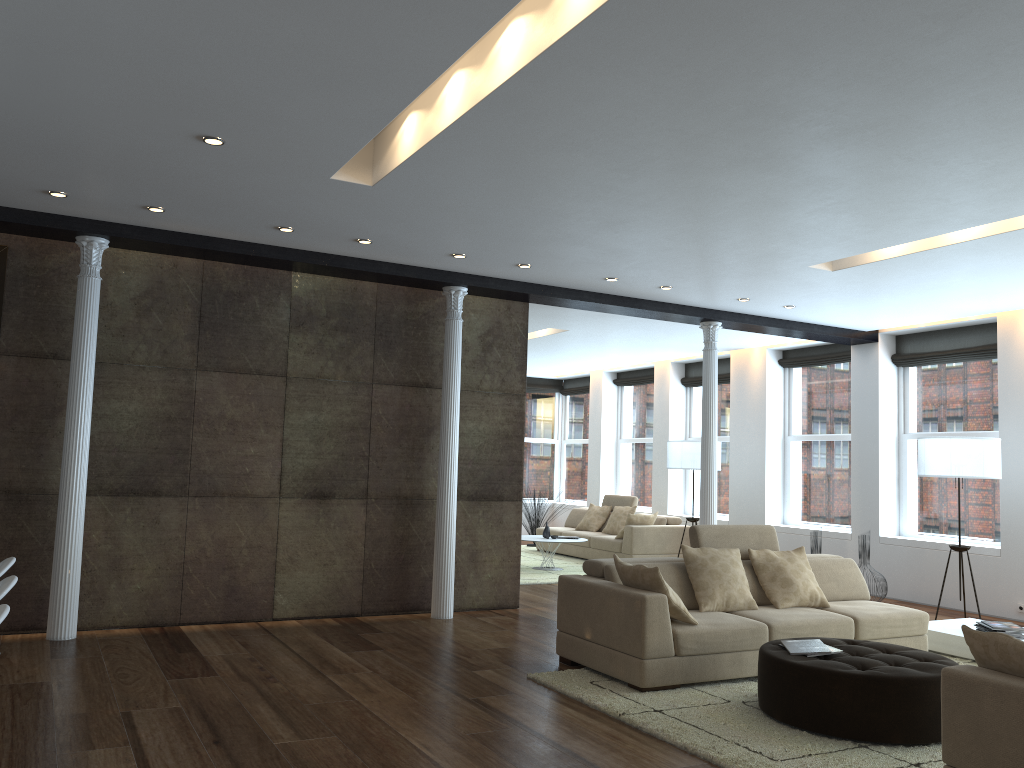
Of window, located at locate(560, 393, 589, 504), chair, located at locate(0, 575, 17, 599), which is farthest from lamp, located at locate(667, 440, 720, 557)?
chair, located at locate(0, 575, 17, 599)

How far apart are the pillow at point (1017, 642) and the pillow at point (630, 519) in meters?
8.3 m

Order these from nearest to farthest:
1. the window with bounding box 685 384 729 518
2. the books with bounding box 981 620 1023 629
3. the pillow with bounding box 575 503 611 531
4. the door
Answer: the door
the books with bounding box 981 620 1023 629
the window with bounding box 685 384 729 518
the pillow with bounding box 575 503 611 531

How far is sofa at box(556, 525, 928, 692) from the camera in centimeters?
531cm

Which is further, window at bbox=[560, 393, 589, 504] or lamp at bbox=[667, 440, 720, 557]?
window at bbox=[560, 393, 589, 504]

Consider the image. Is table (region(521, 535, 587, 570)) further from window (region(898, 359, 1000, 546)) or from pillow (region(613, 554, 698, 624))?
pillow (region(613, 554, 698, 624))

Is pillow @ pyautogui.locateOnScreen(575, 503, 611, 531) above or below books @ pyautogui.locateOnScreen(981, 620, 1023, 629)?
above

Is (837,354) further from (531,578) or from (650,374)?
(531,578)

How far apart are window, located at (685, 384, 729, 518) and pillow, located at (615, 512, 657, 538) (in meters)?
A: 1.33

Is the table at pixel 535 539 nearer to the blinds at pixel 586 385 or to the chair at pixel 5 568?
the blinds at pixel 586 385
